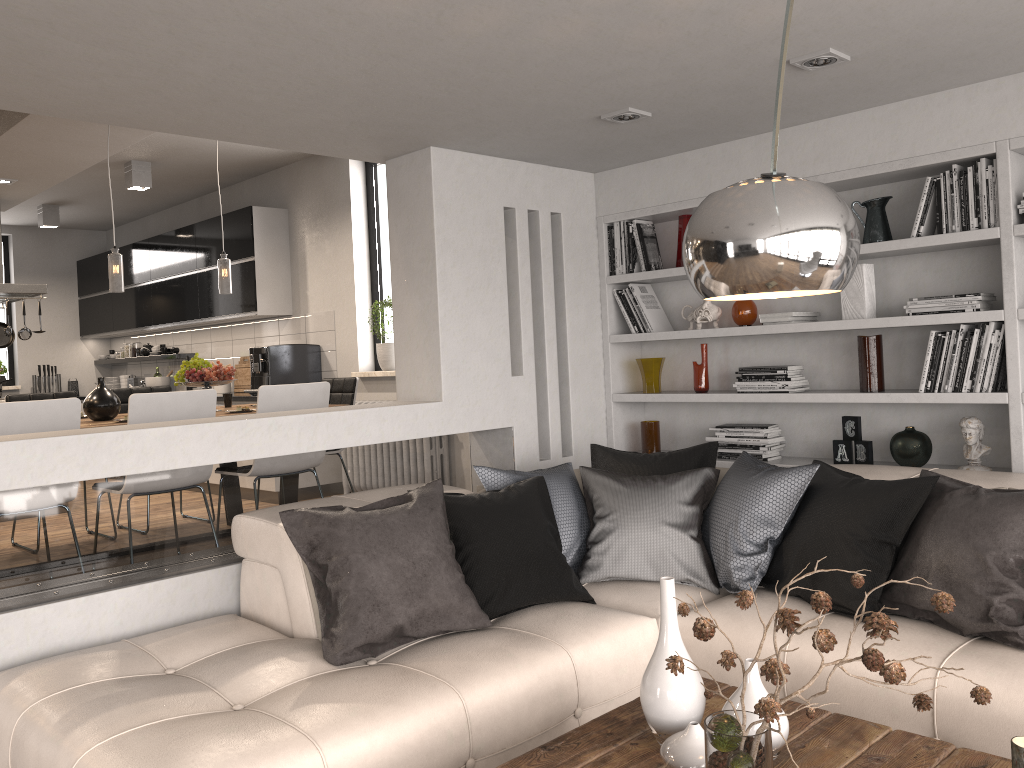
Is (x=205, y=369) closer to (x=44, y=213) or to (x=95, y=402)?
(x=95, y=402)

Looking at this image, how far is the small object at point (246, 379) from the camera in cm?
804

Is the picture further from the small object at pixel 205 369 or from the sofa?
the small object at pixel 205 369

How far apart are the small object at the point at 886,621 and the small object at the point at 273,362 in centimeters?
569cm

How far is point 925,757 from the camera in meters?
2.0 m

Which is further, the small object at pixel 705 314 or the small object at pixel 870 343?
the small object at pixel 705 314

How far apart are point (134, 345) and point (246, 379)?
2.56m

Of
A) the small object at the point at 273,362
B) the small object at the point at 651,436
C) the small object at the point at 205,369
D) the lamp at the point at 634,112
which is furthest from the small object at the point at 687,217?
the small object at the point at 273,362

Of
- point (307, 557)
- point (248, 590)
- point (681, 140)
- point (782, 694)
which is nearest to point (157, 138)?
point (681, 140)

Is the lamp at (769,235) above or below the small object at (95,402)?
above
